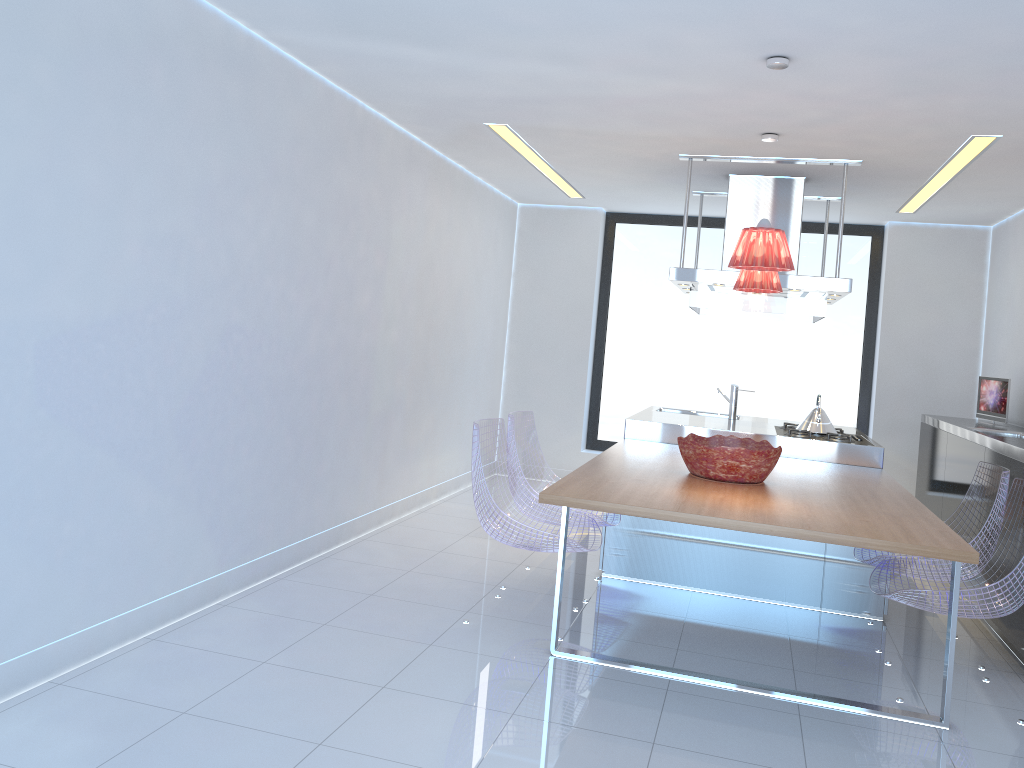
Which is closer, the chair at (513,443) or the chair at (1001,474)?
the chair at (1001,474)

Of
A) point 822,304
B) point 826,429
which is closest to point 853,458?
point 826,429

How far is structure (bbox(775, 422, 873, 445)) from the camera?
5.3m

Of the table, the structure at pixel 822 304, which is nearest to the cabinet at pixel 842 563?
the table

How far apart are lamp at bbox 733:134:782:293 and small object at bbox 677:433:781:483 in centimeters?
83cm

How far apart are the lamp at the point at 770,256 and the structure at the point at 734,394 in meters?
2.7 m

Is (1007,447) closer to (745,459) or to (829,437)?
(829,437)

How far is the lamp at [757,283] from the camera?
4.7 meters

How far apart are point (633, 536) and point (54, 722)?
3.1 meters

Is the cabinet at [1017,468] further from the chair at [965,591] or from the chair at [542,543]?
the chair at [542,543]
